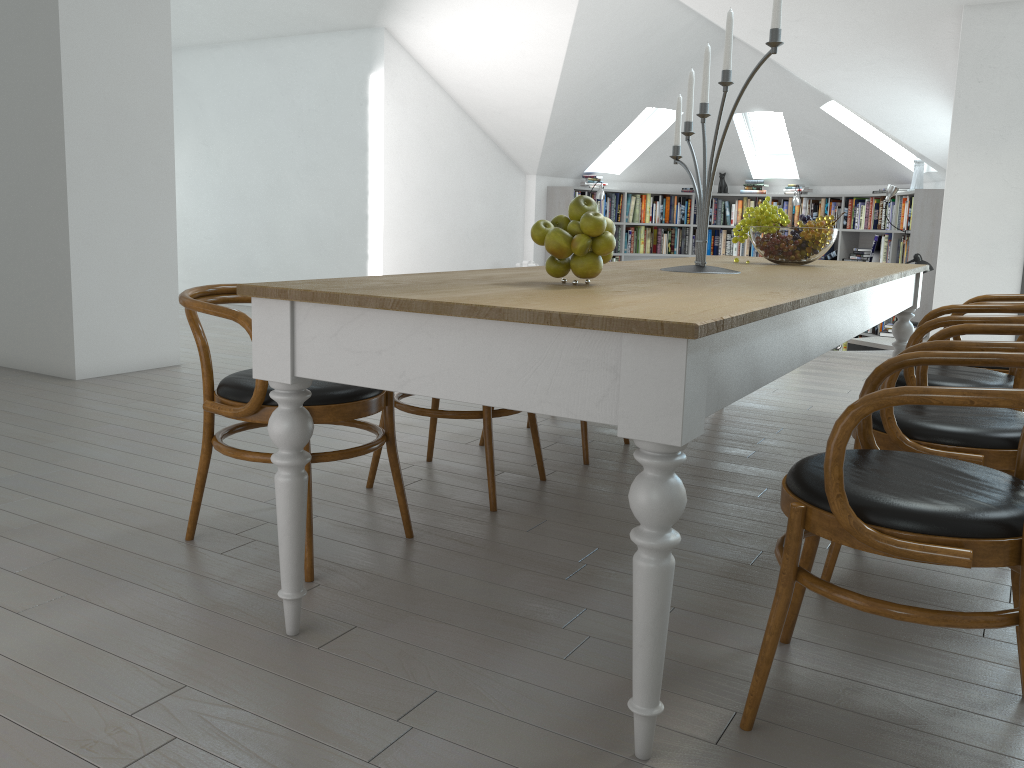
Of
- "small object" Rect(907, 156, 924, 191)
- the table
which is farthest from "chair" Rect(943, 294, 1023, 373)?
"small object" Rect(907, 156, 924, 191)

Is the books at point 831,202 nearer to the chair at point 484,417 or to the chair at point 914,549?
the chair at point 484,417

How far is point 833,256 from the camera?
10.4 meters

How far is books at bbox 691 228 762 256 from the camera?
11.1m

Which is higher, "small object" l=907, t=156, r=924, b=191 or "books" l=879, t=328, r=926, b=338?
"small object" l=907, t=156, r=924, b=191

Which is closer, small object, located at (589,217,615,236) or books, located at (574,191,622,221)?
small object, located at (589,217,615,236)

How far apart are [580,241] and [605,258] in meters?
0.1 m

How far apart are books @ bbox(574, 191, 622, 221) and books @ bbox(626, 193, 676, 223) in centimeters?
16cm

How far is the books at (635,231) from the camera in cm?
1108

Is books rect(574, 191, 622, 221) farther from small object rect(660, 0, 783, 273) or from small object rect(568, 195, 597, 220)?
small object rect(568, 195, 597, 220)
